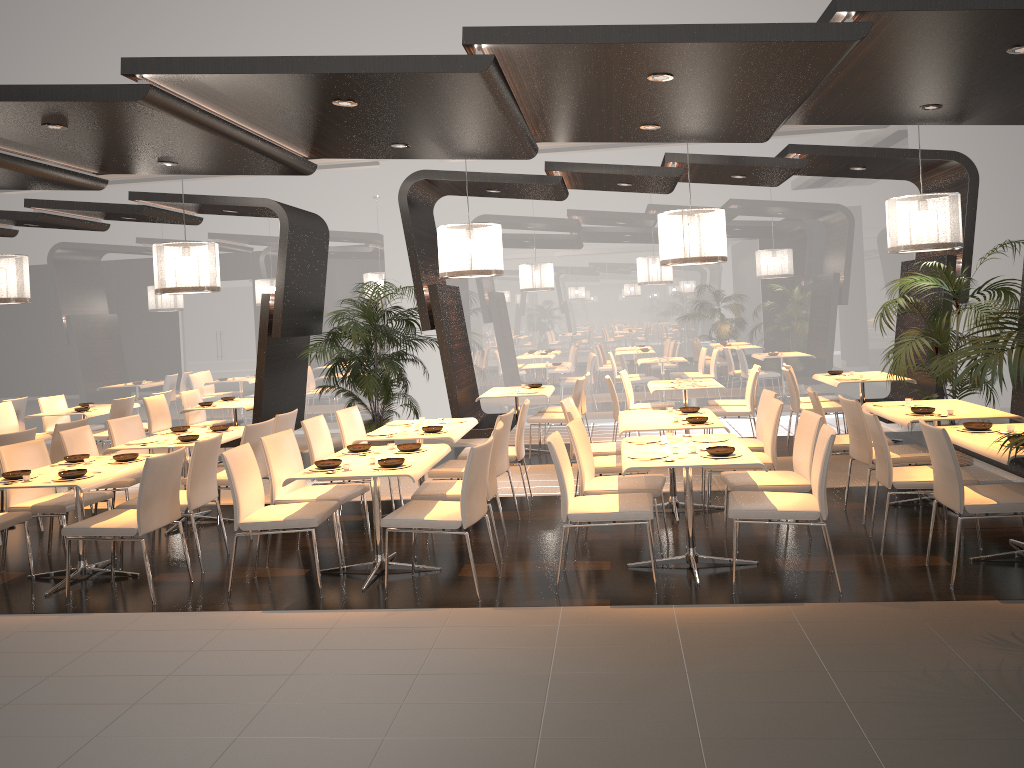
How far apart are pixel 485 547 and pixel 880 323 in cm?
445

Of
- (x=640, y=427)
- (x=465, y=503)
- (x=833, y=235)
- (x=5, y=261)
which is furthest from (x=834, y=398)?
(x=5, y=261)

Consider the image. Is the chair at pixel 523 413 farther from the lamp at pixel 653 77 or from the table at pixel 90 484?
the lamp at pixel 653 77

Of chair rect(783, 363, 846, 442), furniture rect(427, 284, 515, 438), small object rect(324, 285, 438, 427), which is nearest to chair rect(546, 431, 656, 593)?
furniture rect(427, 284, 515, 438)

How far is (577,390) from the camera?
9.50m

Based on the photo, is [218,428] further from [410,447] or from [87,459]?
[410,447]

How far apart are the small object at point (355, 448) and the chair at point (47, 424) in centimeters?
673cm

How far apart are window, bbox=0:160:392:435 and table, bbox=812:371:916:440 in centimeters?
604cm

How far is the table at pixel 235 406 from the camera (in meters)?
10.02

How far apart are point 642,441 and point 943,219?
3.9m
